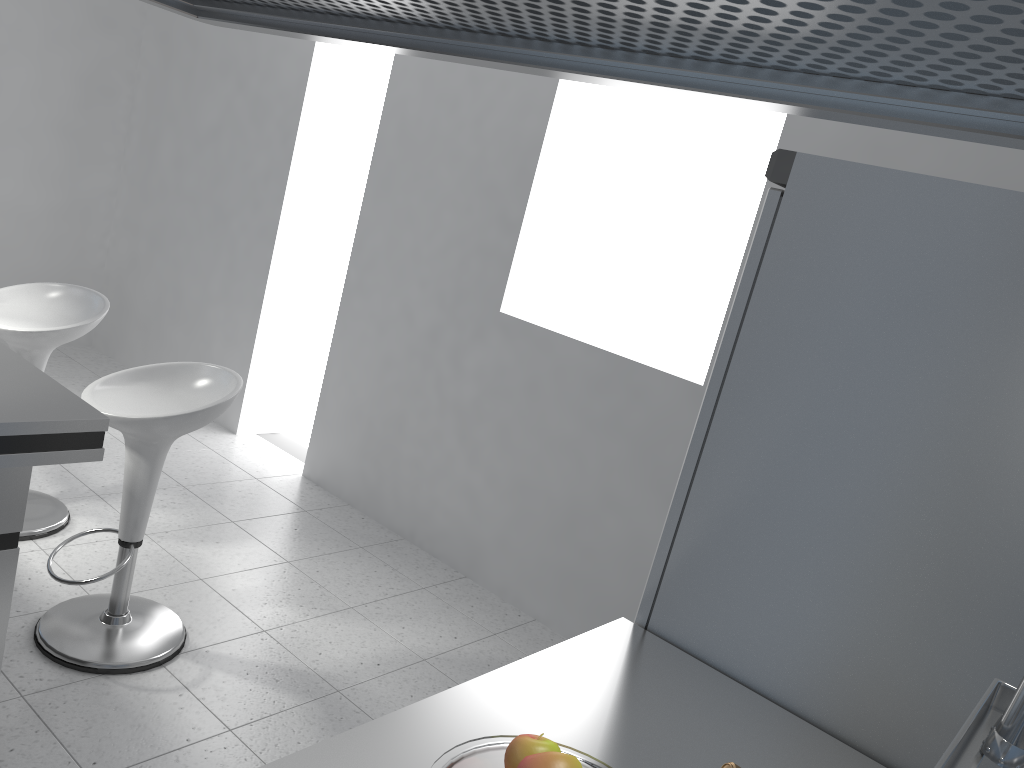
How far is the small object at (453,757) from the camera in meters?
0.9

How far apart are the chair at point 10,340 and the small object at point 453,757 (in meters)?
2.75

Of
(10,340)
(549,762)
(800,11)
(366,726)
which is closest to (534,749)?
(549,762)

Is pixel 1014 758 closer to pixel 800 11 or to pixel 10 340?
pixel 800 11

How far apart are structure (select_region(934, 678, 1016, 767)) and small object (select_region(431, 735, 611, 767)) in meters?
0.4 m

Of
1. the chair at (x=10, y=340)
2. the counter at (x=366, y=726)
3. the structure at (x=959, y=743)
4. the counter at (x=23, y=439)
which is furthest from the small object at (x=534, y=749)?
the chair at (x=10, y=340)

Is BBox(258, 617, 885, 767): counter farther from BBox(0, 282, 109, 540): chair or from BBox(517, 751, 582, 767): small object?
BBox(0, 282, 109, 540): chair

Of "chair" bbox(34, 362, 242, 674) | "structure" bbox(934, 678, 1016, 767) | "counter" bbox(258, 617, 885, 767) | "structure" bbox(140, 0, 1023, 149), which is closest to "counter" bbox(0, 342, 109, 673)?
"chair" bbox(34, 362, 242, 674)

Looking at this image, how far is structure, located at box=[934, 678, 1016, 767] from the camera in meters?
0.6

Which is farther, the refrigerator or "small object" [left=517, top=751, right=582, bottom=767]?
the refrigerator
